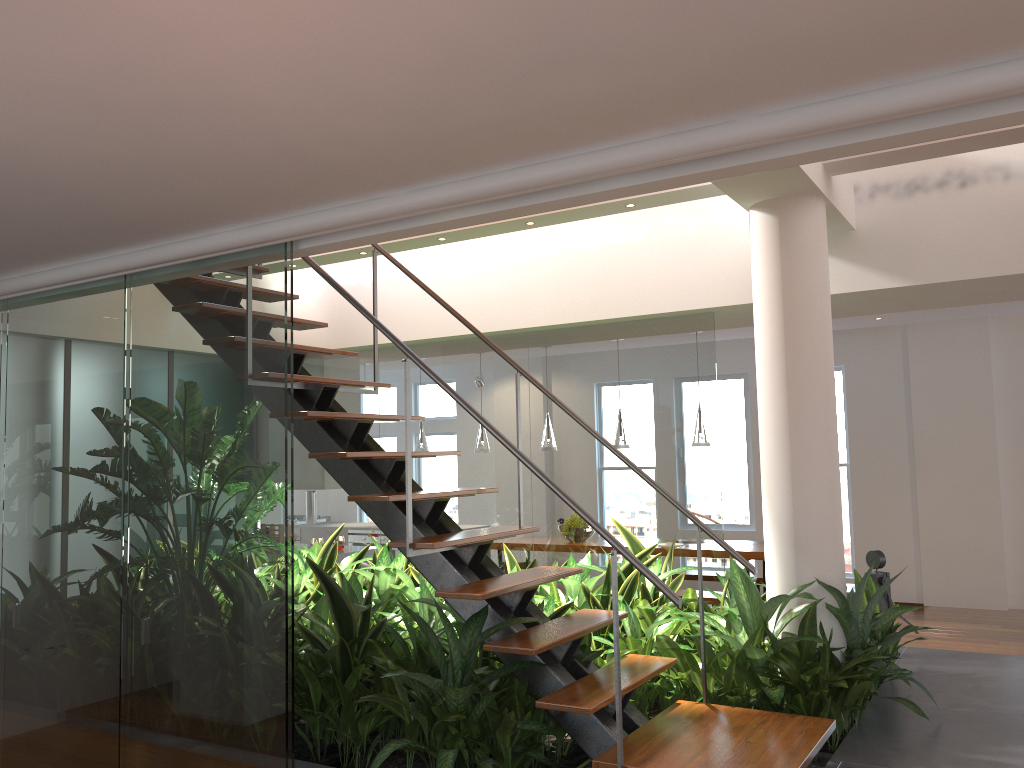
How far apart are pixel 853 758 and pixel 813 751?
0.5 meters

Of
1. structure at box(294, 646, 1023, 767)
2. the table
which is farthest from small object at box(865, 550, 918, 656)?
the table

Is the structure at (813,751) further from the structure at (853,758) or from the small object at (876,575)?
the small object at (876,575)

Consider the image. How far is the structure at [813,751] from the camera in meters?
2.8

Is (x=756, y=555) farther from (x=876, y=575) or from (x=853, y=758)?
(x=853, y=758)

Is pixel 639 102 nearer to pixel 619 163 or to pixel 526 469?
pixel 619 163

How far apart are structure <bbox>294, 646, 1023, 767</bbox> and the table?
2.0m

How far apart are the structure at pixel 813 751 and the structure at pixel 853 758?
0.2m

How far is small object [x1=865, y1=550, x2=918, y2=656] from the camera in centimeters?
477cm

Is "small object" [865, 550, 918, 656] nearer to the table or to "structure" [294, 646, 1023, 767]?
"structure" [294, 646, 1023, 767]
